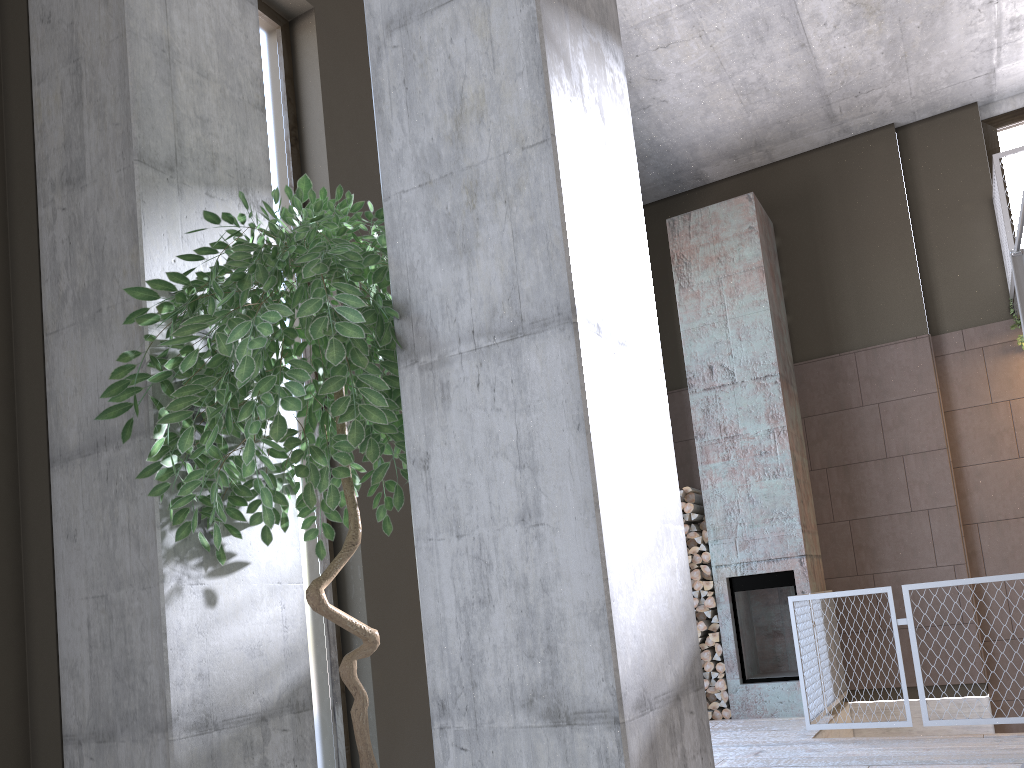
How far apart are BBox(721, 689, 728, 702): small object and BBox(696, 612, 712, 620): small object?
0.6 meters

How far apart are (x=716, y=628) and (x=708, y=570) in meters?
0.5 m

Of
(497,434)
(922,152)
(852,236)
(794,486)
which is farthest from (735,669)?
(497,434)

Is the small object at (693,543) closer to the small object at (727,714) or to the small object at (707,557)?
the small object at (707,557)

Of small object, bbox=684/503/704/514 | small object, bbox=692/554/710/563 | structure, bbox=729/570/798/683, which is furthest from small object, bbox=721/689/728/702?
small object, bbox=684/503/704/514

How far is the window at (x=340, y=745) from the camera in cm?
392

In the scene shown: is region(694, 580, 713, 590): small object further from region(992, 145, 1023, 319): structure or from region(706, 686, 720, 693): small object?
region(992, 145, 1023, 319): structure

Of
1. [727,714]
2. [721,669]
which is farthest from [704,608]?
[727,714]

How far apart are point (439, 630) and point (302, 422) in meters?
2.8

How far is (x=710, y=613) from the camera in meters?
7.5 m
